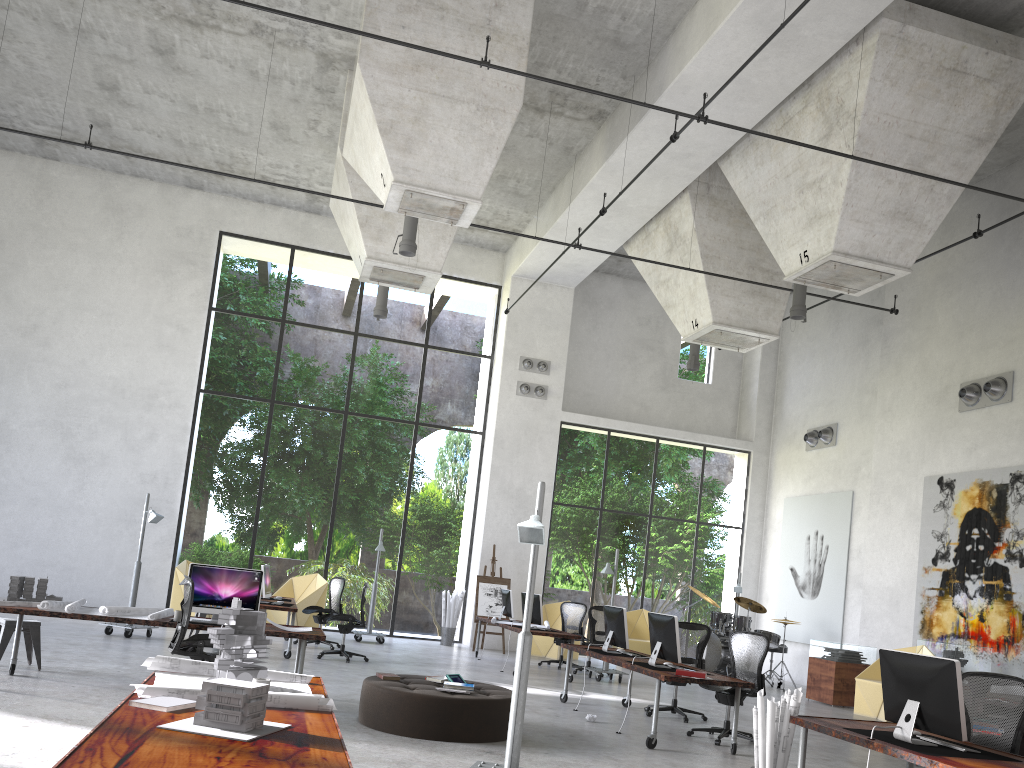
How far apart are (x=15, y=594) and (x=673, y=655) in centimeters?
632cm

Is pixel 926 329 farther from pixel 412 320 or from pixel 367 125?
pixel 412 320

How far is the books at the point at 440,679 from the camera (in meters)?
8.19

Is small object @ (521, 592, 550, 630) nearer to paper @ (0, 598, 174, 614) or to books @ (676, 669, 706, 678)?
books @ (676, 669, 706, 678)

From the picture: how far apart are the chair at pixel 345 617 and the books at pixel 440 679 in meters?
4.7 m

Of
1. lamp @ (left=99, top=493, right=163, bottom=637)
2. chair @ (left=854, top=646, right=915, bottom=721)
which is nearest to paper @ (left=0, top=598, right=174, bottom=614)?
lamp @ (left=99, top=493, right=163, bottom=637)

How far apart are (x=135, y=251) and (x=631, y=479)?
24.87m

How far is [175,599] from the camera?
15.5m

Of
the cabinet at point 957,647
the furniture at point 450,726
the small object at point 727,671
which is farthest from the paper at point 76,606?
the cabinet at point 957,647

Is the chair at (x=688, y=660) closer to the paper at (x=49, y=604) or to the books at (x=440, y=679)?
the books at (x=440, y=679)
